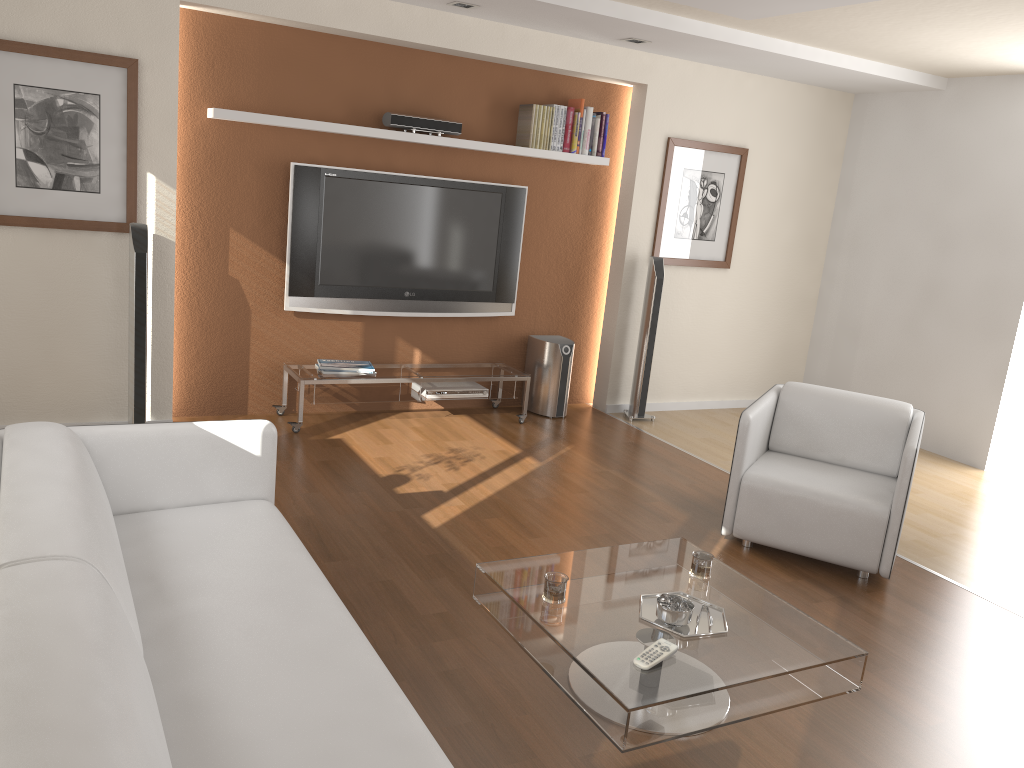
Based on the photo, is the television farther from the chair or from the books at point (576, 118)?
the chair

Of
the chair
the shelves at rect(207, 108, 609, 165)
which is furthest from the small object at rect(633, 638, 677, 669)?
the shelves at rect(207, 108, 609, 165)

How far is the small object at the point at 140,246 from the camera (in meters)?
4.57

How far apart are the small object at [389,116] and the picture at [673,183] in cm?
157

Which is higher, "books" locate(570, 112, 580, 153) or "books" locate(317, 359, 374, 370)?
"books" locate(570, 112, 580, 153)

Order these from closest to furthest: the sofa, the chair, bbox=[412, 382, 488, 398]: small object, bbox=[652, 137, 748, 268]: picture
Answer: the sofa → the chair → bbox=[412, 382, 488, 398]: small object → bbox=[652, 137, 748, 268]: picture

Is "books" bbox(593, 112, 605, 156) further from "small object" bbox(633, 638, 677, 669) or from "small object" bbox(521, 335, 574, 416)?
"small object" bbox(633, 638, 677, 669)

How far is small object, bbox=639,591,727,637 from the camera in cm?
272

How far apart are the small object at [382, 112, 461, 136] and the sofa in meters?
2.8

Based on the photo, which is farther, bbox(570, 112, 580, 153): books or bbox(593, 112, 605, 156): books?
bbox(593, 112, 605, 156): books
